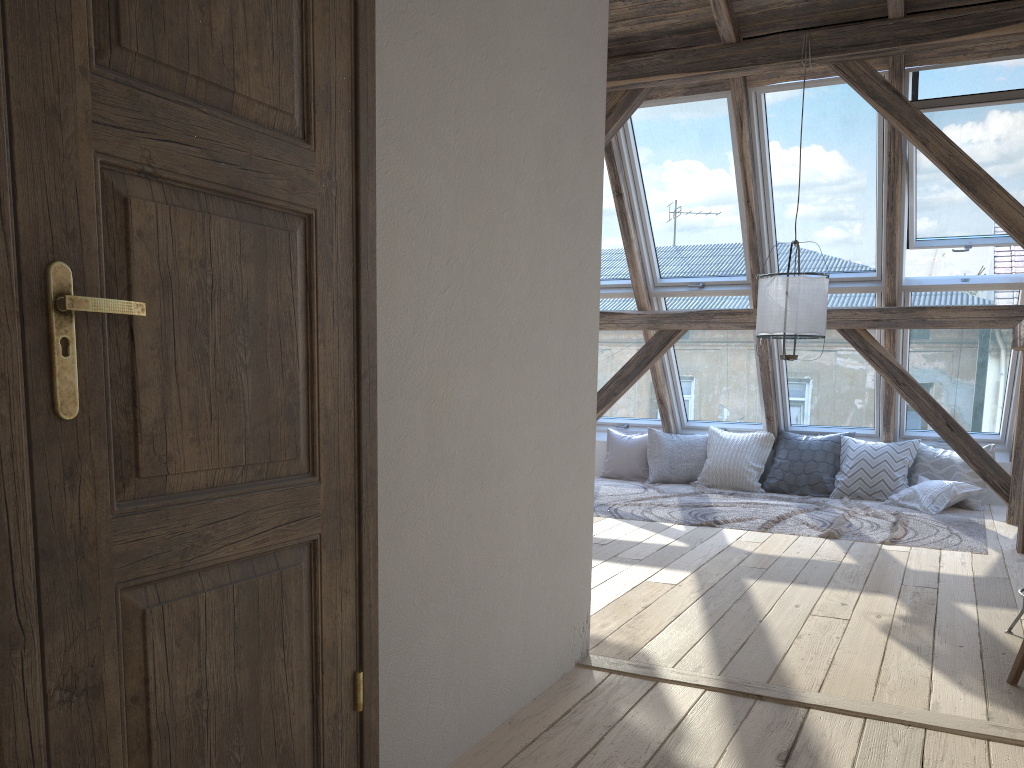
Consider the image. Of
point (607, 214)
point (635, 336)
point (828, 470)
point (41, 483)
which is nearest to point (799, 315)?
point (607, 214)

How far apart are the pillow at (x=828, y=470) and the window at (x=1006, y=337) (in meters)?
0.47

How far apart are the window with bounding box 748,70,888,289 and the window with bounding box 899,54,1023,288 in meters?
0.1 m

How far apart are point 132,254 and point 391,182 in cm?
70

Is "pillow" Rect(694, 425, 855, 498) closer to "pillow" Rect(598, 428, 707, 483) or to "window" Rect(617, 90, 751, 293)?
"pillow" Rect(598, 428, 707, 483)

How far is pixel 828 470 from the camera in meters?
7.2

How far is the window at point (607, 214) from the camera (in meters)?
6.99

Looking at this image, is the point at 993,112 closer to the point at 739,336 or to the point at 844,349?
the point at 844,349

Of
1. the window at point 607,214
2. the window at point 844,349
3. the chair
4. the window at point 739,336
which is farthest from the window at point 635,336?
the chair

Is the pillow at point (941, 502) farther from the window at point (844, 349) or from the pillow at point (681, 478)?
the pillow at point (681, 478)
